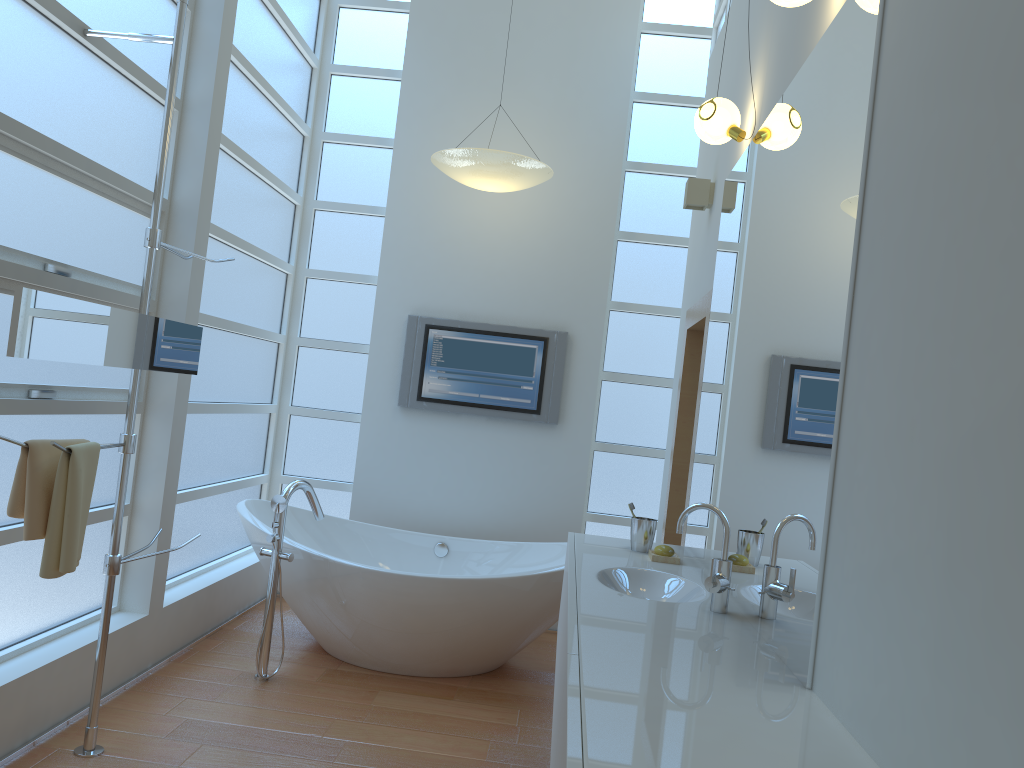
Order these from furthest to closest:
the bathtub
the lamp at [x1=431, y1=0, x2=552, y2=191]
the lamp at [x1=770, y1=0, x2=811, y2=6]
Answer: the lamp at [x1=431, y1=0, x2=552, y2=191] → the bathtub → the lamp at [x1=770, y1=0, x2=811, y2=6]

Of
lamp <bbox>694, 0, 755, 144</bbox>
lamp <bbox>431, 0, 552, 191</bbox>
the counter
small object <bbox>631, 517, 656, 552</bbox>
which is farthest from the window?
lamp <bbox>694, 0, 755, 144</bbox>

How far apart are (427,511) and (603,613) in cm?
290

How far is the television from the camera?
4.9m

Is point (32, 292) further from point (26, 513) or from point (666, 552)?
point (666, 552)

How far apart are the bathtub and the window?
0.2 meters

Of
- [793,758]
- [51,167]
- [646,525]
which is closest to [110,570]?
[51,167]

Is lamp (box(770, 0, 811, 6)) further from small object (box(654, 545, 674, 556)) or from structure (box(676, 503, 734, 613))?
small object (box(654, 545, 674, 556))

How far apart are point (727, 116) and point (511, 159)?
1.40m

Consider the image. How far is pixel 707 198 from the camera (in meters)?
3.79
